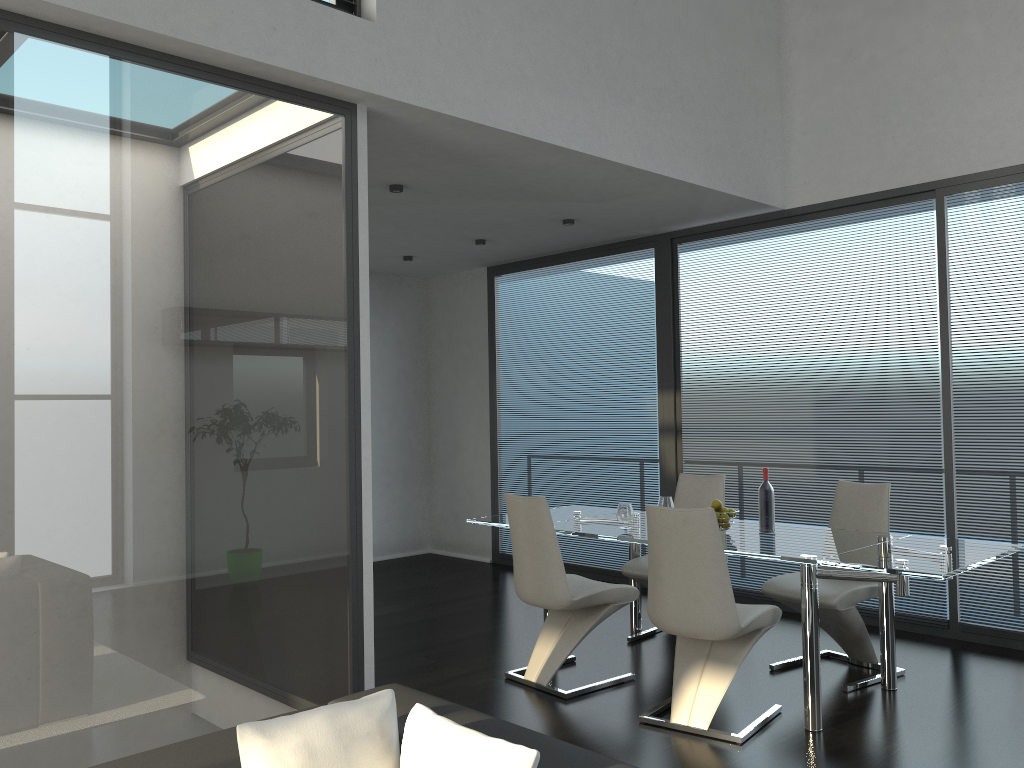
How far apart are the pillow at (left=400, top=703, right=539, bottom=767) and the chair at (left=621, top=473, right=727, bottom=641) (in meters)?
3.34

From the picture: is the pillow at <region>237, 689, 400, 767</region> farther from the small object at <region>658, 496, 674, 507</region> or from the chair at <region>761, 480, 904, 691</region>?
the small object at <region>658, 496, 674, 507</region>

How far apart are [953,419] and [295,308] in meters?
3.9

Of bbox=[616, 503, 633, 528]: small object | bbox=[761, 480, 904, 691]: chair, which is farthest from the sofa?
bbox=[761, 480, 904, 691]: chair

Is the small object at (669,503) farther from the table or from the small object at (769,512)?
the small object at (769,512)

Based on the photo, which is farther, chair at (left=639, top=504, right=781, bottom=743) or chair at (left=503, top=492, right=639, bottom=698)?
chair at (left=503, top=492, right=639, bottom=698)

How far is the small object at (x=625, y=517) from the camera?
4.7 meters

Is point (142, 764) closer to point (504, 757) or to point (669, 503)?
point (504, 757)

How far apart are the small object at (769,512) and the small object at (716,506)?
0.2m

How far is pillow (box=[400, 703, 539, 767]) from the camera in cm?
168
